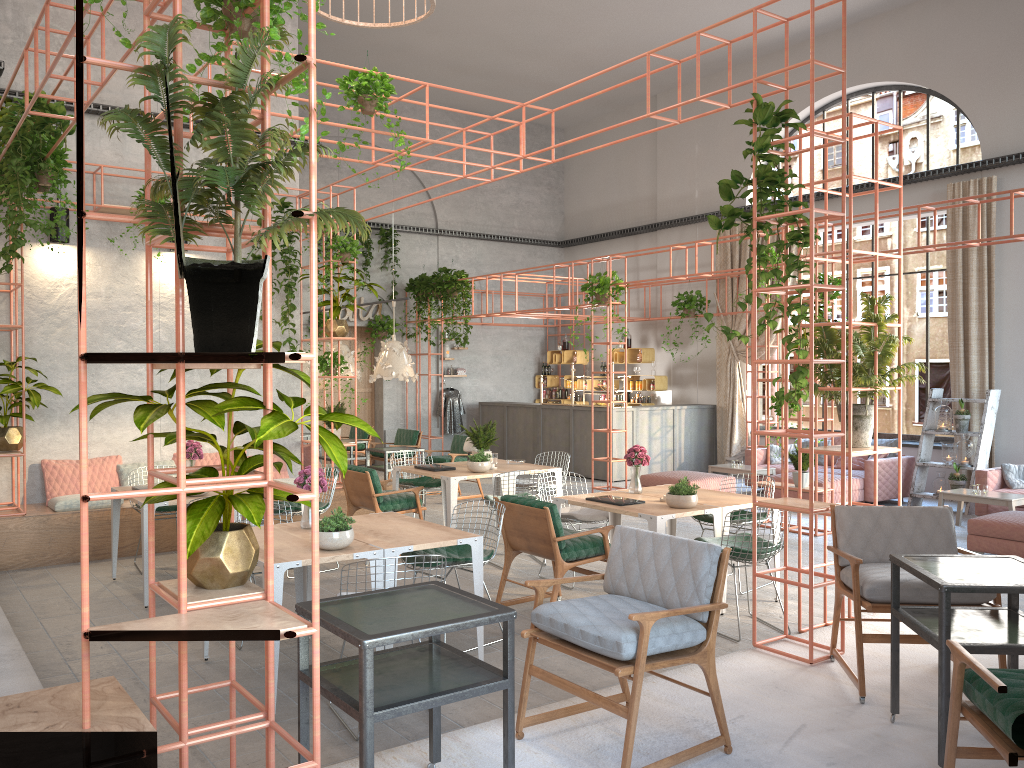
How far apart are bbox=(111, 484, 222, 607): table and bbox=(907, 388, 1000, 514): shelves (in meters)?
9.76

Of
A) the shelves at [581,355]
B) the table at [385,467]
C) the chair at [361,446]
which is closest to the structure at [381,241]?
the chair at [361,446]

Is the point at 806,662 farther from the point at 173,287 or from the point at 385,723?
the point at 173,287

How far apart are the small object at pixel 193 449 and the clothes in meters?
9.9

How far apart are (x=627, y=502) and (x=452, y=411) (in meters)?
11.26

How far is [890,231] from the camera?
31.7m

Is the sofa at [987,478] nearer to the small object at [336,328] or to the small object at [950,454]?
the small object at [950,454]

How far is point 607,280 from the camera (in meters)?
12.64

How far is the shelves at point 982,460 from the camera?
11.60m

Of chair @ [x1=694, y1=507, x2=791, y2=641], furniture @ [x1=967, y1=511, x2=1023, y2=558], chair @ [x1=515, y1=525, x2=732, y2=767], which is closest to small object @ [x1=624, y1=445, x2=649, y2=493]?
chair @ [x1=694, y1=507, x2=791, y2=641]
